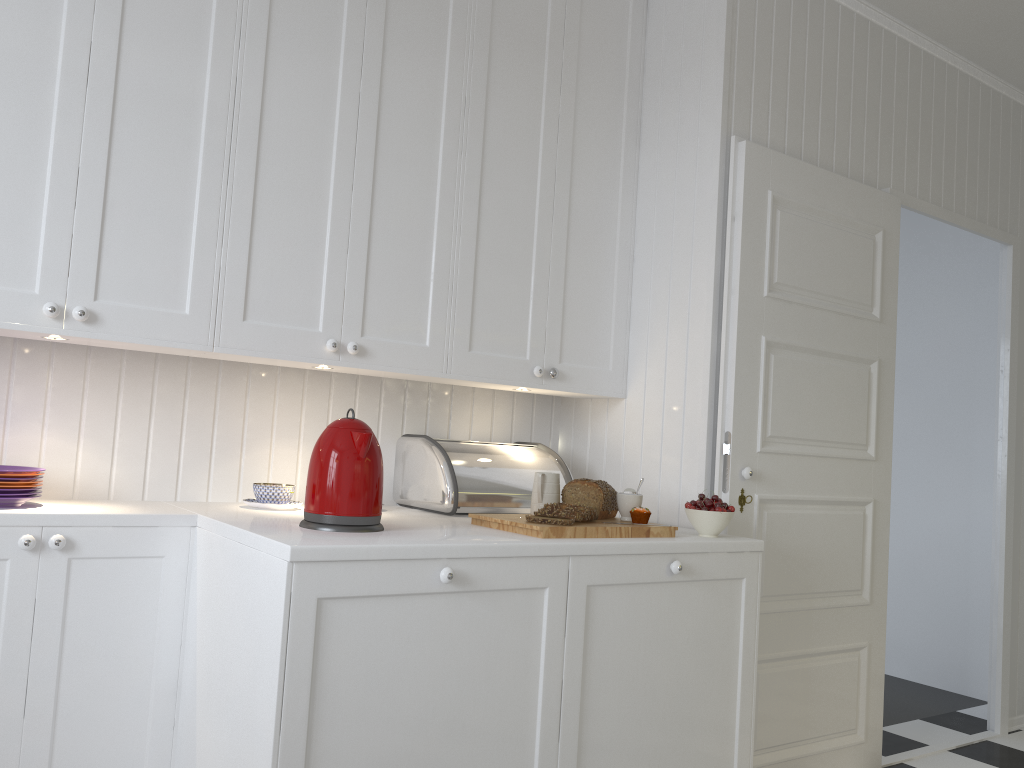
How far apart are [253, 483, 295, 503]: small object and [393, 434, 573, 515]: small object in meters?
0.4

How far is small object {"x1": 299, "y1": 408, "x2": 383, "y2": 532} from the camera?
1.96m

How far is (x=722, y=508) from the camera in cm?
243

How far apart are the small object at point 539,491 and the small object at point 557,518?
0.0m

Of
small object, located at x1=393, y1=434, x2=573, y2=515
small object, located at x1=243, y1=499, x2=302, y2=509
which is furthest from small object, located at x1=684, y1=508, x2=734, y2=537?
small object, located at x1=243, y1=499, x2=302, y2=509

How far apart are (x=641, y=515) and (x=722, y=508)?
0.2m

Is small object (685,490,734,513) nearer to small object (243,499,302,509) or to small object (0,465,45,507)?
small object (243,499,302,509)

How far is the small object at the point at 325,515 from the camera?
Result: 1.96m

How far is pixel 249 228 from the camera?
2.2 meters

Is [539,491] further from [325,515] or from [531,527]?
[325,515]
